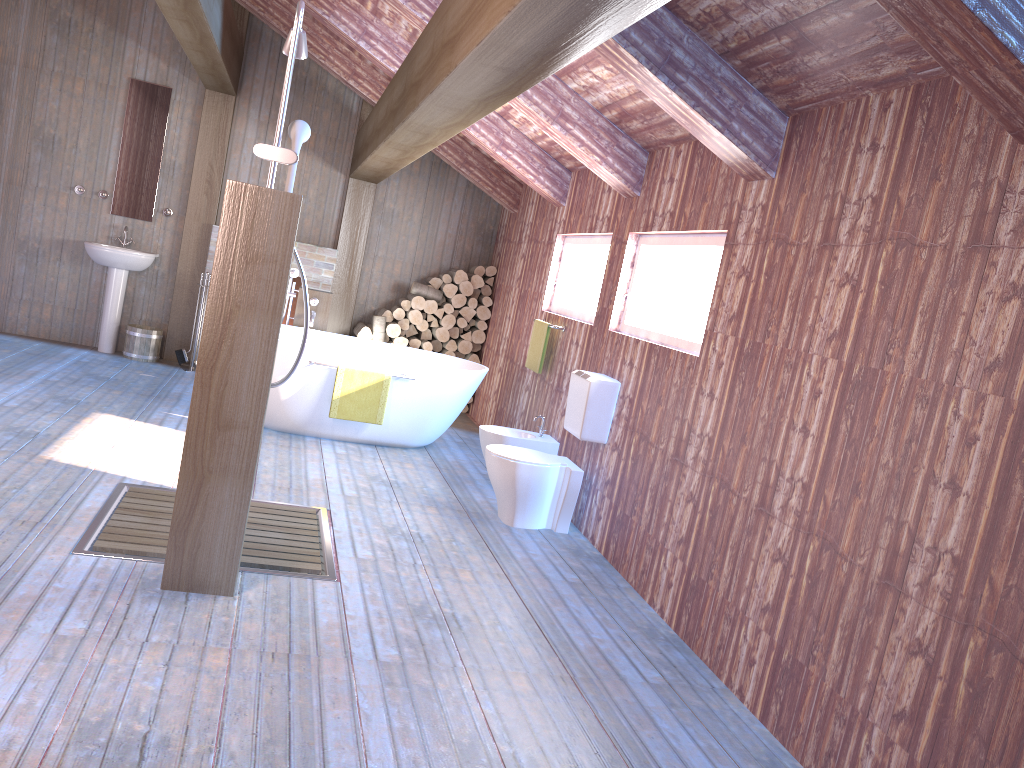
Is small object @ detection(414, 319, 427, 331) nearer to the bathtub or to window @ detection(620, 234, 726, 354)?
the bathtub

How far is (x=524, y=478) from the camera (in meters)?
4.85

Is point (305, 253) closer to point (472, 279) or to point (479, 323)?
point (472, 279)

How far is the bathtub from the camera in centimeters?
593cm

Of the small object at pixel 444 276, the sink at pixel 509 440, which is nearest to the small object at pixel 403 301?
the small object at pixel 444 276

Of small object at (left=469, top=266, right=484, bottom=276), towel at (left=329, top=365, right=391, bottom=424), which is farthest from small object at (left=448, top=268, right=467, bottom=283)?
towel at (left=329, top=365, right=391, bottom=424)

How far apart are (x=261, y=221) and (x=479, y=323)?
5.4 meters

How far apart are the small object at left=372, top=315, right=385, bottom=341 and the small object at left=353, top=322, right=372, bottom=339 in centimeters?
6cm

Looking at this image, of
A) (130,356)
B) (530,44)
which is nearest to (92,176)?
(130,356)

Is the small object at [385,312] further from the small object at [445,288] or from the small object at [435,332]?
the small object at [445,288]
